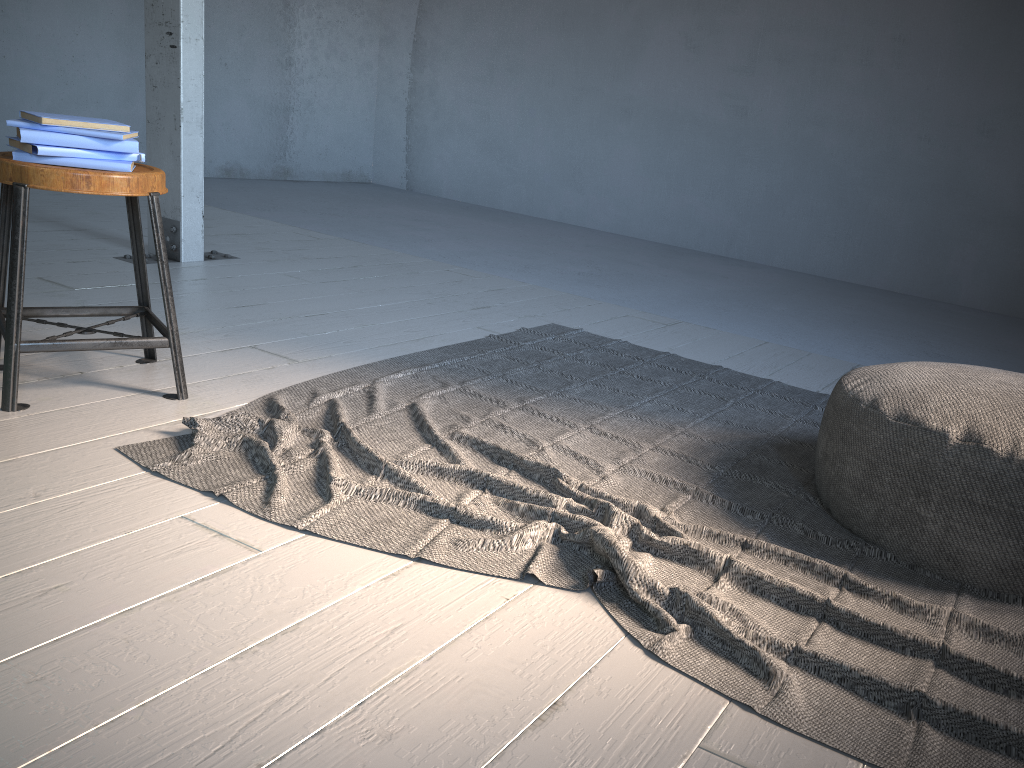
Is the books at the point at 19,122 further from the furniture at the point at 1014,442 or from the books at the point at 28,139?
the furniture at the point at 1014,442

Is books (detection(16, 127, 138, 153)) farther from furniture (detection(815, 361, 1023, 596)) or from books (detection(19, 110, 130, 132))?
furniture (detection(815, 361, 1023, 596))

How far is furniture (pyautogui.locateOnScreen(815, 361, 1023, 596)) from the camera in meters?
1.9

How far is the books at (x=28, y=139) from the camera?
2.4m

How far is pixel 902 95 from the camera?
6.8m

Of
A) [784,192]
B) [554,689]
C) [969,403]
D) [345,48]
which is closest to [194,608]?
[554,689]

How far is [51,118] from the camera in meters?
2.4 m

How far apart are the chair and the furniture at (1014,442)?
1.9m

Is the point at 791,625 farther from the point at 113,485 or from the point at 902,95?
the point at 902,95

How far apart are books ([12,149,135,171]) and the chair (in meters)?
0.01
